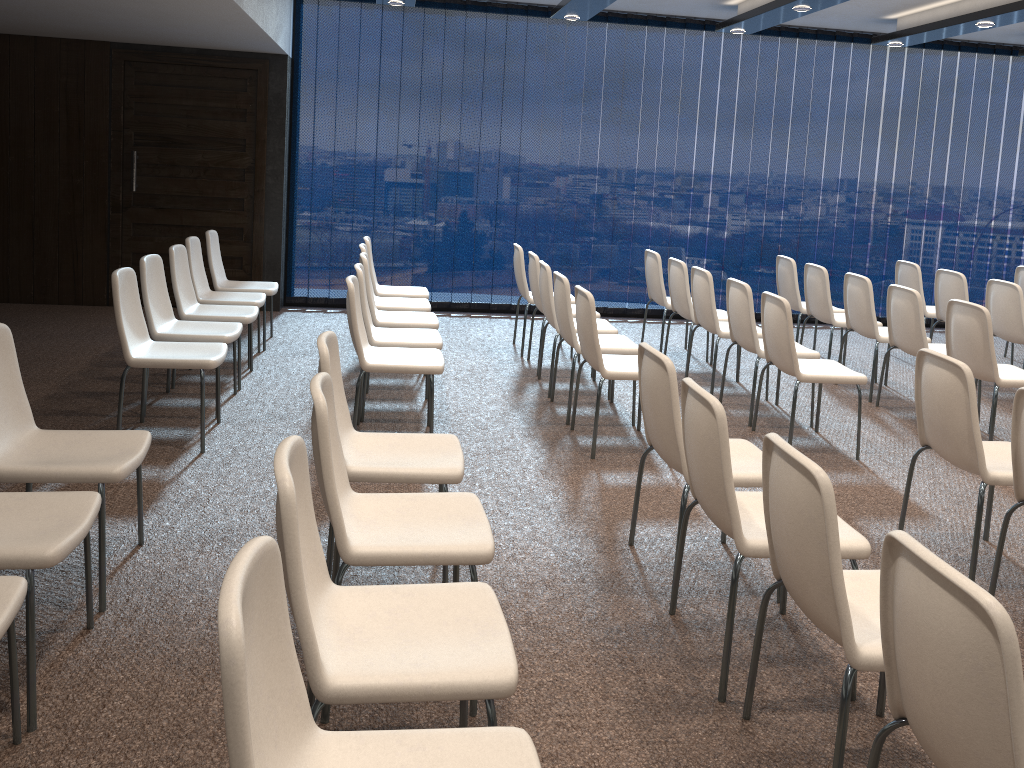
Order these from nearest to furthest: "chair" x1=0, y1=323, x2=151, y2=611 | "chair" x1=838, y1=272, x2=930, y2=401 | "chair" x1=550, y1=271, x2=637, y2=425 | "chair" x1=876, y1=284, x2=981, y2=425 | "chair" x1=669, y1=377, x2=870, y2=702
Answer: "chair" x1=669, y1=377, x2=870, y2=702 → "chair" x1=0, y1=323, x2=151, y2=611 → "chair" x1=550, y1=271, x2=637, y2=425 → "chair" x1=876, y1=284, x2=981, y2=425 → "chair" x1=838, y1=272, x2=930, y2=401

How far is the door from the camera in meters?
7.9

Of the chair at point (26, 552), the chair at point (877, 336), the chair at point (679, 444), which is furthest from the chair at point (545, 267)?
the chair at point (26, 552)

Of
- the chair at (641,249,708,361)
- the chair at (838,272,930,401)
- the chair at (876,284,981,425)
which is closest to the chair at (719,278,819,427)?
the chair at (876,284,981,425)

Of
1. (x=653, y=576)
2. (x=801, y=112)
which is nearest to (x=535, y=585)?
(x=653, y=576)

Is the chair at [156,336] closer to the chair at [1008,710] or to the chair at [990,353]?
the chair at [1008,710]

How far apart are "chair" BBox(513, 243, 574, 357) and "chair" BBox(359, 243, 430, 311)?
0.87m

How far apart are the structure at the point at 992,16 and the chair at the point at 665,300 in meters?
2.0 m

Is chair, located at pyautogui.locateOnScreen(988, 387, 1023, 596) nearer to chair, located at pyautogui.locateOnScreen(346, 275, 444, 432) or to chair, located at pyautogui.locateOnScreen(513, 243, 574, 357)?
chair, located at pyautogui.locateOnScreen(346, 275, 444, 432)

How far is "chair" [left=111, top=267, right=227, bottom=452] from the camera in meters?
4.4
